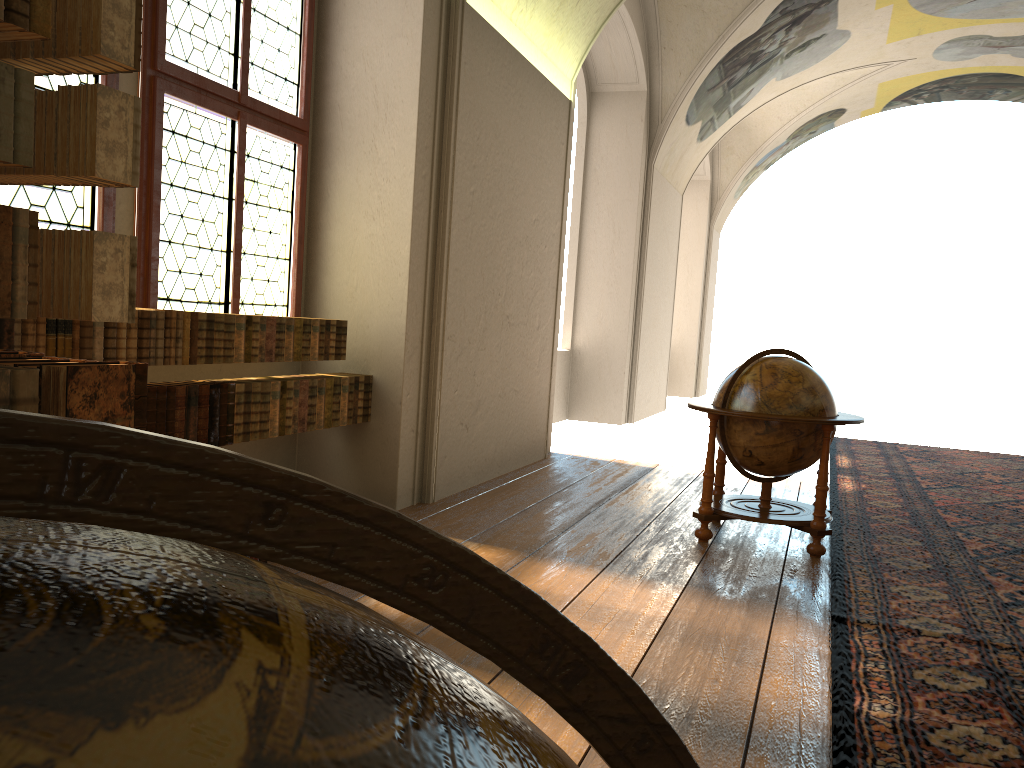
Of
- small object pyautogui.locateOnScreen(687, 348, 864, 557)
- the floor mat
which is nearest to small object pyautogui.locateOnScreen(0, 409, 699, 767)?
the floor mat

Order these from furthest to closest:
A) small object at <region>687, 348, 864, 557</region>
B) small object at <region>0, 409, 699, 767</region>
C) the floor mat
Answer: small object at <region>687, 348, 864, 557</region>
the floor mat
small object at <region>0, 409, 699, 767</region>

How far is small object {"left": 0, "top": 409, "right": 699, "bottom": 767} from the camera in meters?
0.3

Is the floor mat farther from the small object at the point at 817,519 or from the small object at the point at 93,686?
the small object at the point at 93,686

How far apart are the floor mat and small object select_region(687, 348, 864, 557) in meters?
Answer: 0.1 m

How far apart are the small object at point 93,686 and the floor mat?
3.0 meters

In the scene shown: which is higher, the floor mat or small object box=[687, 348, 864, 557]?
small object box=[687, 348, 864, 557]

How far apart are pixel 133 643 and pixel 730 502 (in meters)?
6.84

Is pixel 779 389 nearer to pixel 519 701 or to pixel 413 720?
pixel 519 701

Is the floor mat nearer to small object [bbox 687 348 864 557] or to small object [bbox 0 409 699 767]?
small object [bbox 687 348 864 557]
